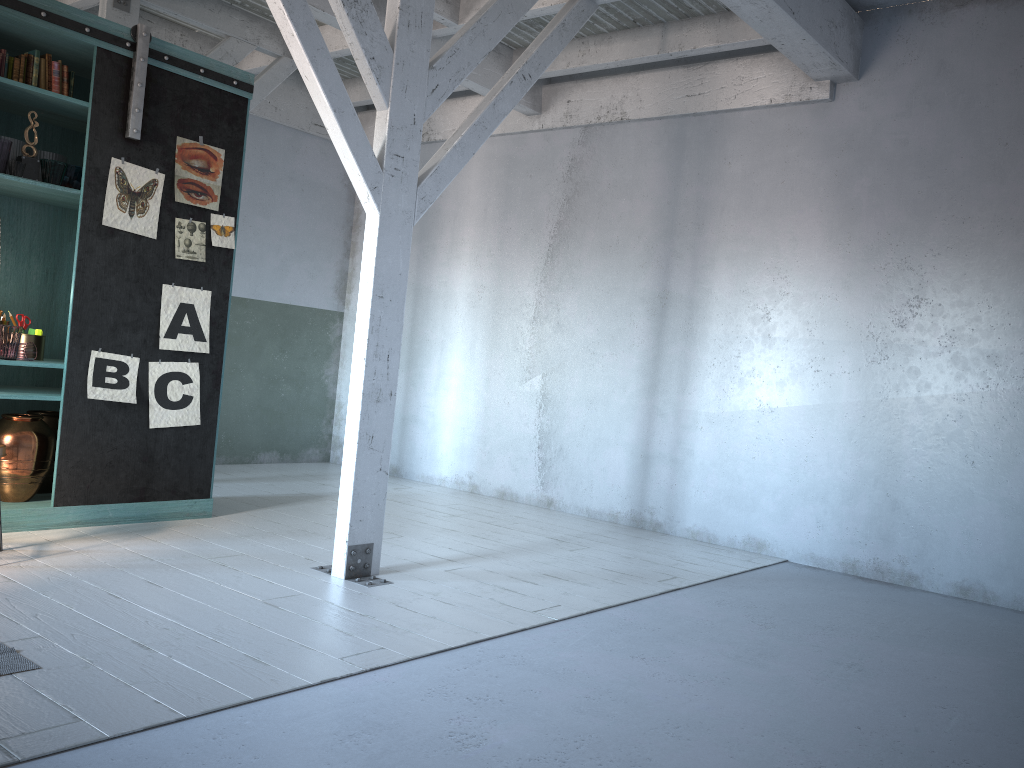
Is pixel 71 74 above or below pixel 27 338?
above

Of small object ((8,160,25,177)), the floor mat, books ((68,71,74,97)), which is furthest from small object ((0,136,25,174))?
the floor mat

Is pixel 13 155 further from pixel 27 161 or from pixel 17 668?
pixel 17 668

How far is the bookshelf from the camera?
6.17m

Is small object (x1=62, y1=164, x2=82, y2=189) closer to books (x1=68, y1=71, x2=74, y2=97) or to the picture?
A: the picture

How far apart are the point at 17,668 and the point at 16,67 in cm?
428

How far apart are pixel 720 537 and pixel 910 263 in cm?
265

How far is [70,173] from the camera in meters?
6.3 m

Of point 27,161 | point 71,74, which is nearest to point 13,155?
point 27,161

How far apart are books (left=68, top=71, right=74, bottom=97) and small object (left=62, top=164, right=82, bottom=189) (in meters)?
0.62
